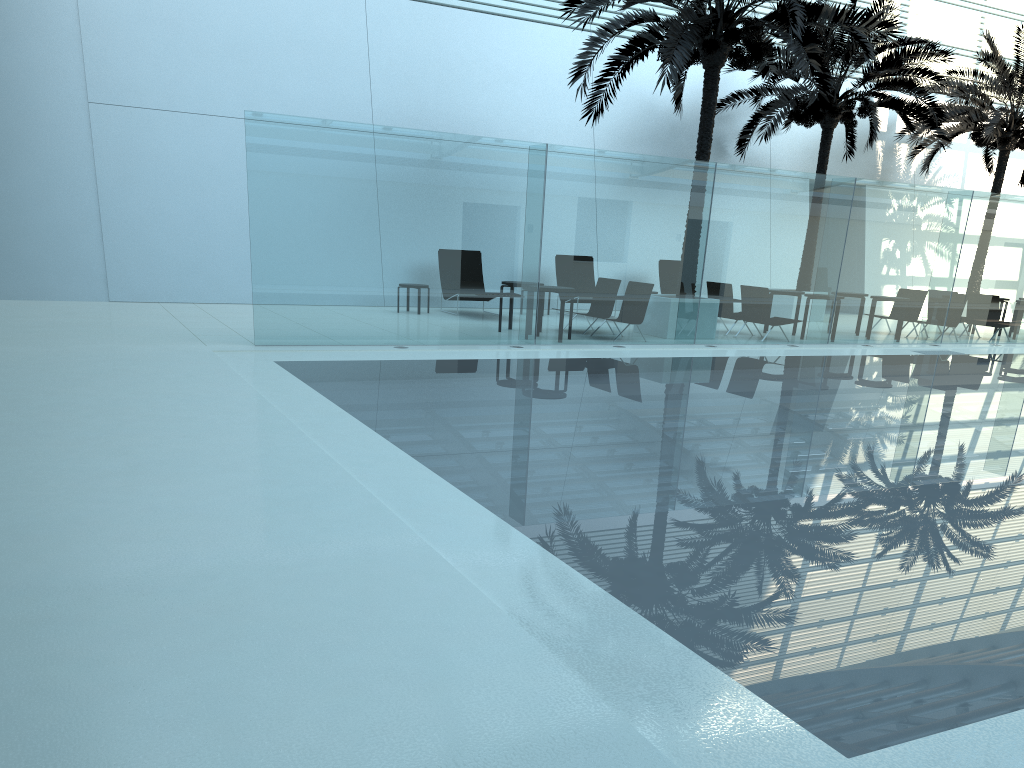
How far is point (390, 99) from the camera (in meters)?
18.17

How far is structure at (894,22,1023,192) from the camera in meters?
20.7

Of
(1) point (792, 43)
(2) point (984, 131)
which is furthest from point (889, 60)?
(1) point (792, 43)

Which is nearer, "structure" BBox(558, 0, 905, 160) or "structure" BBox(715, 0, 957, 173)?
"structure" BBox(558, 0, 905, 160)

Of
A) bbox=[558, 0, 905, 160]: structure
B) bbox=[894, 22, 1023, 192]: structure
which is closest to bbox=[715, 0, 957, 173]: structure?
bbox=[894, 22, 1023, 192]: structure

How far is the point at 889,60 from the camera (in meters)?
18.15

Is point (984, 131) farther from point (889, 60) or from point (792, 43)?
point (792, 43)

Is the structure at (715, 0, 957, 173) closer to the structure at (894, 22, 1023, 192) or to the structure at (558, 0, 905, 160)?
the structure at (894, 22, 1023, 192)

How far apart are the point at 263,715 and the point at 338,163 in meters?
9.5

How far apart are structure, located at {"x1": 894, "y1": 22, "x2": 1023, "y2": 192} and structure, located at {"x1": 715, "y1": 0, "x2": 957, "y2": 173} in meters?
0.9
